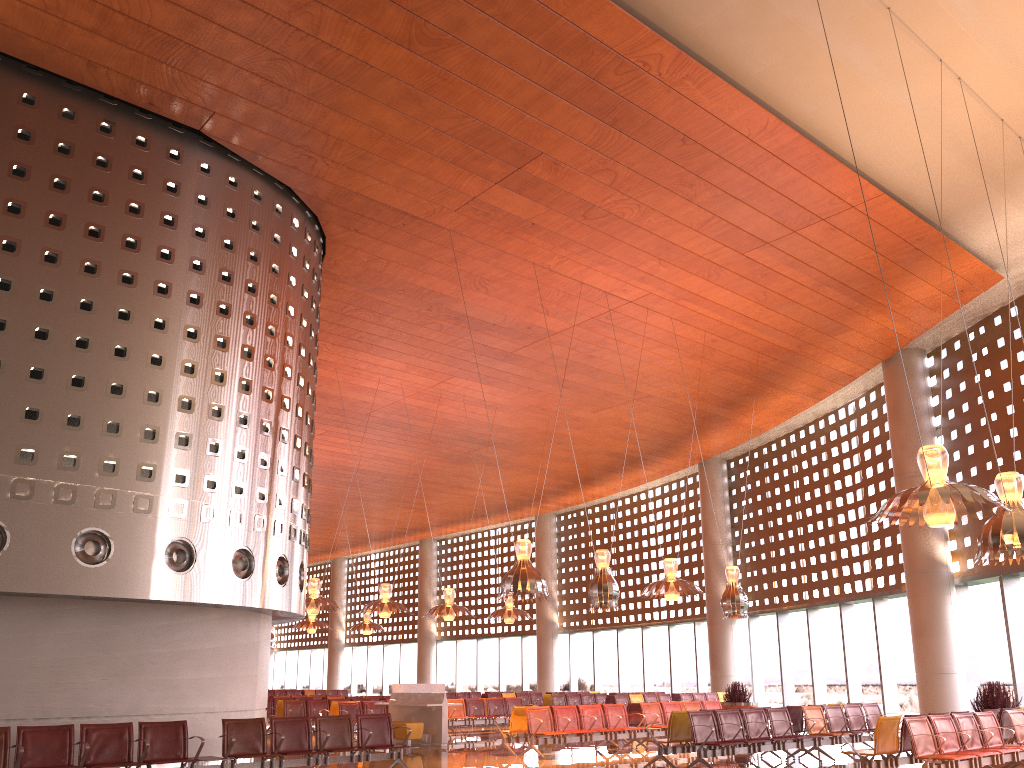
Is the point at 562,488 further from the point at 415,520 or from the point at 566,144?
the point at 566,144

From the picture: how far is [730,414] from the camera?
26.6m
